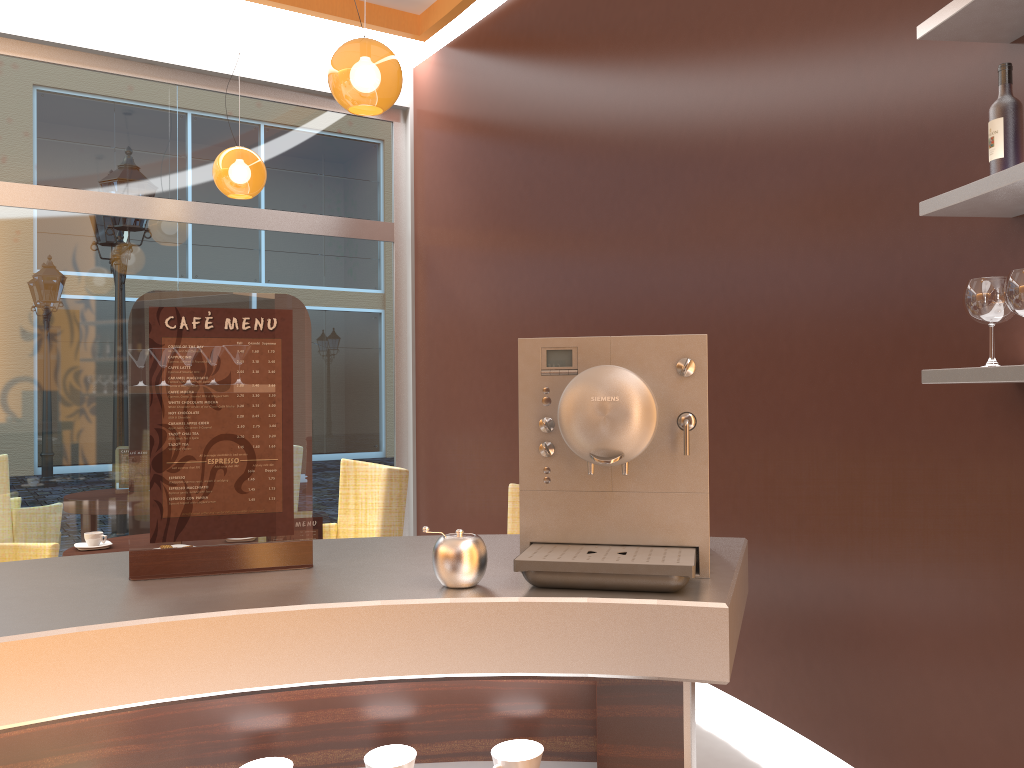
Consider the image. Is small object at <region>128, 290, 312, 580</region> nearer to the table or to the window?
the table

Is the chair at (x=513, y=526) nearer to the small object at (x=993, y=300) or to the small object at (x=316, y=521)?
the small object at (x=316, y=521)

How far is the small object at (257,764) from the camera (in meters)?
1.19

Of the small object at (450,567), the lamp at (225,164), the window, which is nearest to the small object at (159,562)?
the small object at (450,567)

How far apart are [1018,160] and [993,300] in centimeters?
33cm

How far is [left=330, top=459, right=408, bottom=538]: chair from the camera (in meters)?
4.18

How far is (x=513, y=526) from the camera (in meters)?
3.34

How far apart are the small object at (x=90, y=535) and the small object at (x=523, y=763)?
3.3 meters

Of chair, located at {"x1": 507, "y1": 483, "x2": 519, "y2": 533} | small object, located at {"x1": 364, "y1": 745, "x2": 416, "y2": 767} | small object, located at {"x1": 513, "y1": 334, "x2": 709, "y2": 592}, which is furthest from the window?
small object, located at {"x1": 364, "y1": 745, "x2": 416, "y2": 767}

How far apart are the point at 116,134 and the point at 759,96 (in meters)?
4.09
